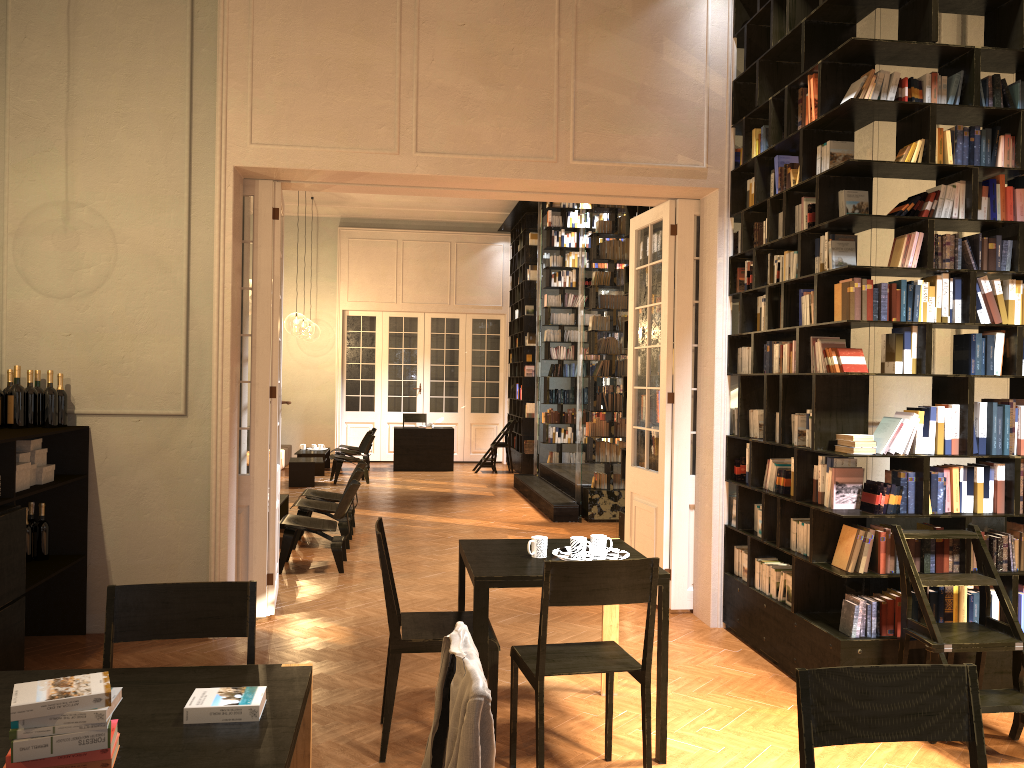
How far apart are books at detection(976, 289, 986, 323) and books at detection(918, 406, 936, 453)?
0.6 meters

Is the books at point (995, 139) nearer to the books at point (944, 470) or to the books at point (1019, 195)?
the books at point (1019, 195)

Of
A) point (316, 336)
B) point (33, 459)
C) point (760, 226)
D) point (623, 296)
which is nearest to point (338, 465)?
point (623, 296)

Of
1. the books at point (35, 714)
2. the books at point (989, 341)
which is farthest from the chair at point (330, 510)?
the books at point (35, 714)

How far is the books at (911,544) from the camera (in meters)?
4.94

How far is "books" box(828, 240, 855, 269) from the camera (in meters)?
5.14

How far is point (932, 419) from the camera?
4.98m

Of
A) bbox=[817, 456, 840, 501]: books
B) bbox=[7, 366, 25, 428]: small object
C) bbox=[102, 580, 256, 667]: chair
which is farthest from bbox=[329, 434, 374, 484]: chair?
bbox=[102, 580, 256, 667]: chair

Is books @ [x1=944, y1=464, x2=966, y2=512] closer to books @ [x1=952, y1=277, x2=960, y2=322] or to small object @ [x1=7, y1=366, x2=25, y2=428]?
books @ [x1=952, y1=277, x2=960, y2=322]

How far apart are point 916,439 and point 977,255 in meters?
1.1 m
